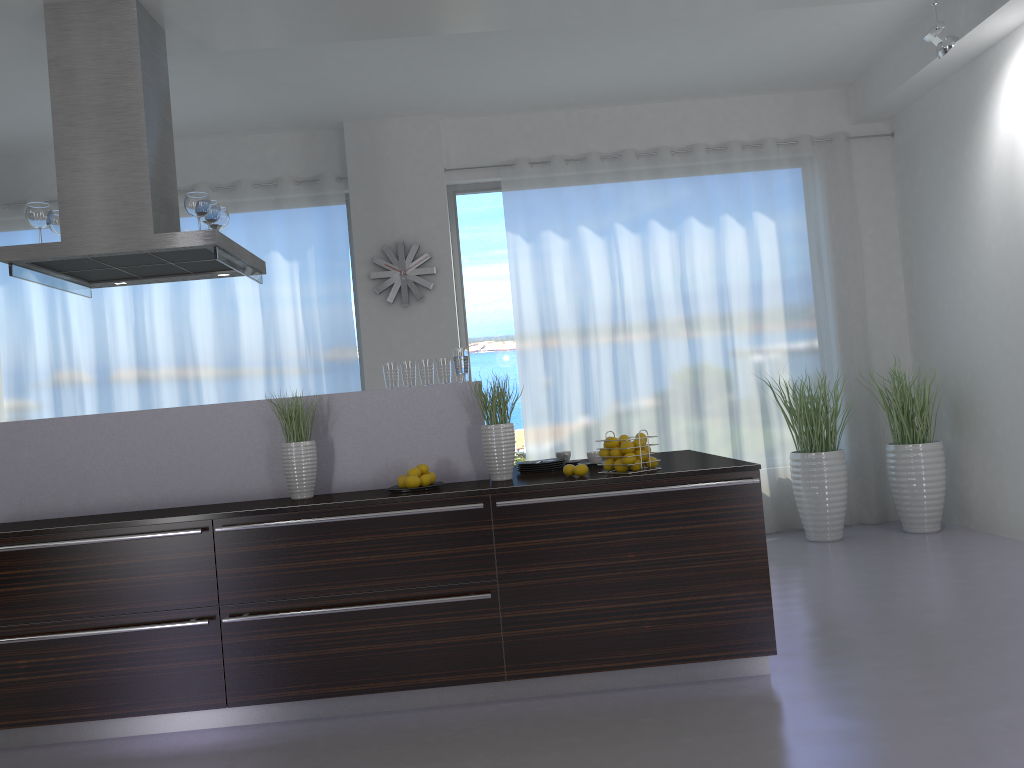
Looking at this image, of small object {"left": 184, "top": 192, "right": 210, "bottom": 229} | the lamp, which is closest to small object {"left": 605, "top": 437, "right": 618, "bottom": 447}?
small object {"left": 184, "top": 192, "right": 210, "bottom": 229}

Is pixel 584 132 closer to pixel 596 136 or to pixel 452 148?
pixel 596 136

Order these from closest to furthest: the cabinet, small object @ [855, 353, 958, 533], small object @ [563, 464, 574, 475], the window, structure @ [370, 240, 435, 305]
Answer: the cabinet → small object @ [563, 464, 574, 475] → small object @ [855, 353, 958, 533] → structure @ [370, 240, 435, 305] → the window

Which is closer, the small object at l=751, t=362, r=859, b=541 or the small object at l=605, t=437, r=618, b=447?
the small object at l=605, t=437, r=618, b=447

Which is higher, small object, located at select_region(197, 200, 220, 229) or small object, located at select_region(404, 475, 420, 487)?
small object, located at select_region(197, 200, 220, 229)

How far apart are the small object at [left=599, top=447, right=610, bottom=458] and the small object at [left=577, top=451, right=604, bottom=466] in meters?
0.4

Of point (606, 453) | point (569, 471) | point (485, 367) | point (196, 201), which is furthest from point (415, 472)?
point (485, 367)

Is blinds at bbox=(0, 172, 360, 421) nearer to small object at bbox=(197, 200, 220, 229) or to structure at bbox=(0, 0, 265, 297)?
structure at bbox=(0, 0, 265, 297)

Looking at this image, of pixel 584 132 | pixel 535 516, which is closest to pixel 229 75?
pixel 584 132

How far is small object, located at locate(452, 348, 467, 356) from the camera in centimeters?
403cm
